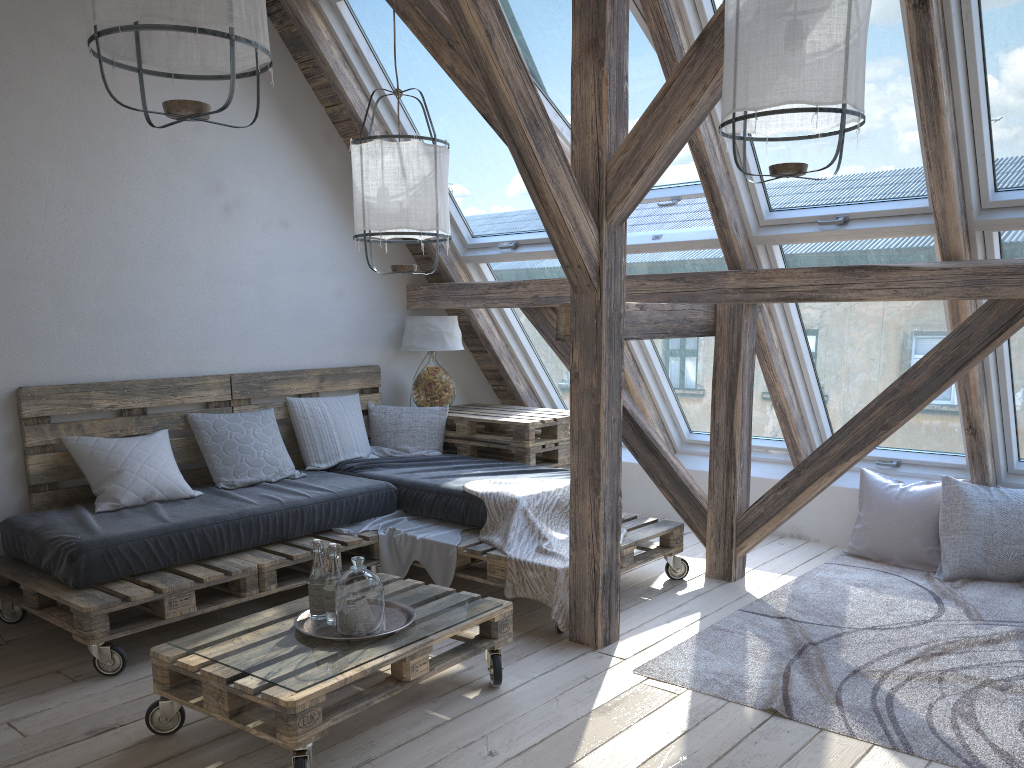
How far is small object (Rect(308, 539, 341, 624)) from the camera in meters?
2.8 m

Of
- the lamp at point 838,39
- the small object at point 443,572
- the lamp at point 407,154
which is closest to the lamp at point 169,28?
the lamp at point 407,154

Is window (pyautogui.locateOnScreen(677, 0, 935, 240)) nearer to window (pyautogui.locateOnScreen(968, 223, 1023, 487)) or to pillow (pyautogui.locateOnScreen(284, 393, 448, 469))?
window (pyautogui.locateOnScreen(968, 223, 1023, 487))

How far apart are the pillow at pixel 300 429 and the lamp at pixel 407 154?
1.33m

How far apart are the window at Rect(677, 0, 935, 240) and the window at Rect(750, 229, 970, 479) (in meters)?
0.03

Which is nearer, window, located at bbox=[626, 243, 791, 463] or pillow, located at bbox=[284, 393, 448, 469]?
window, located at bbox=[626, 243, 791, 463]

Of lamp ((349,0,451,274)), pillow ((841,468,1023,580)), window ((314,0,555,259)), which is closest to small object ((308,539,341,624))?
lamp ((349,0,451,274))

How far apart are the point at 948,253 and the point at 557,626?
2.2m

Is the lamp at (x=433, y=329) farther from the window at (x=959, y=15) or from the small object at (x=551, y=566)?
the window at (x=959, y=15)

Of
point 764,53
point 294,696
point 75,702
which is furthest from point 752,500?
point 75,702
